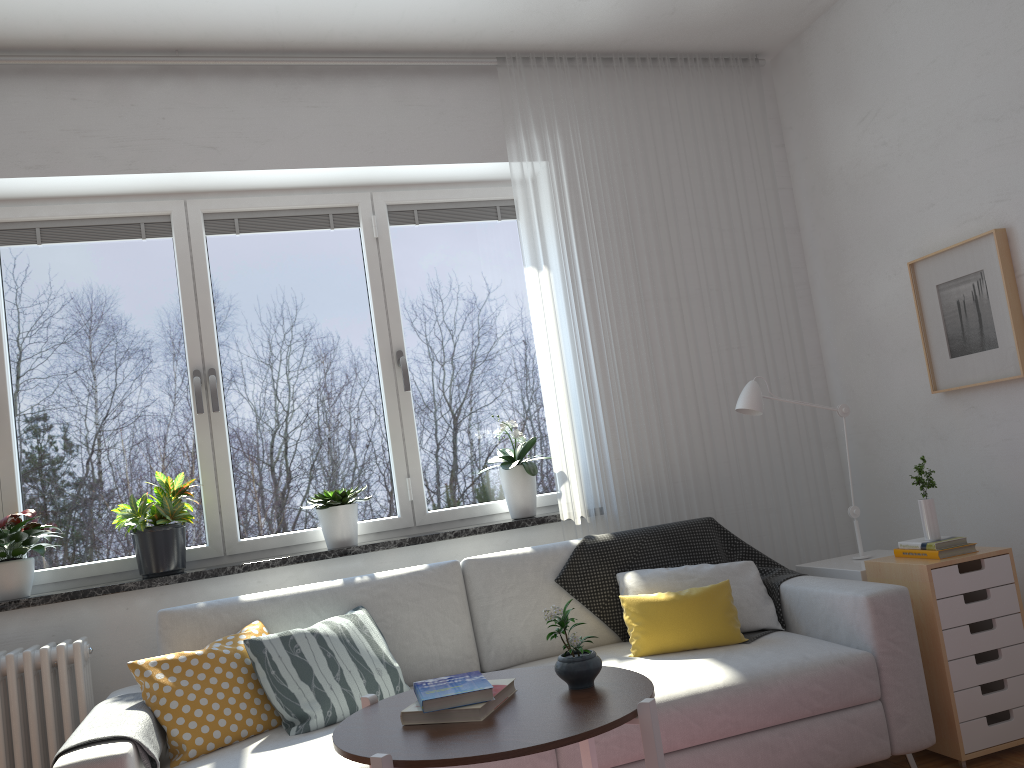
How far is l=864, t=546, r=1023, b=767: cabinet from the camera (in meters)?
2.79

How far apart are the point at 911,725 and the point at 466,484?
1.9 meters

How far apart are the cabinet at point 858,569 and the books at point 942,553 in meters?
0.2

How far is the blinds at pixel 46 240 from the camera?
3.5m

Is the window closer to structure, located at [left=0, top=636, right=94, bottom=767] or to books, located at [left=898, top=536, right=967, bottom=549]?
structure, located at [left=0, top=636, right=94, bottom=767]

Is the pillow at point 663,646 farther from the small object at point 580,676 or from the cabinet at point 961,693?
the small object at point 580,676

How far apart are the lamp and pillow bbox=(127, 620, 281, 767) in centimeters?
189cm

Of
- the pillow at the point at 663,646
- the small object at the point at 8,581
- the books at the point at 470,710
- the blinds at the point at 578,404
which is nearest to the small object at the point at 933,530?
the pillow at the point at 663,646

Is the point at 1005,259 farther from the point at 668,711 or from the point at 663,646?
the point at 668,711

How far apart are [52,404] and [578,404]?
2.06m
